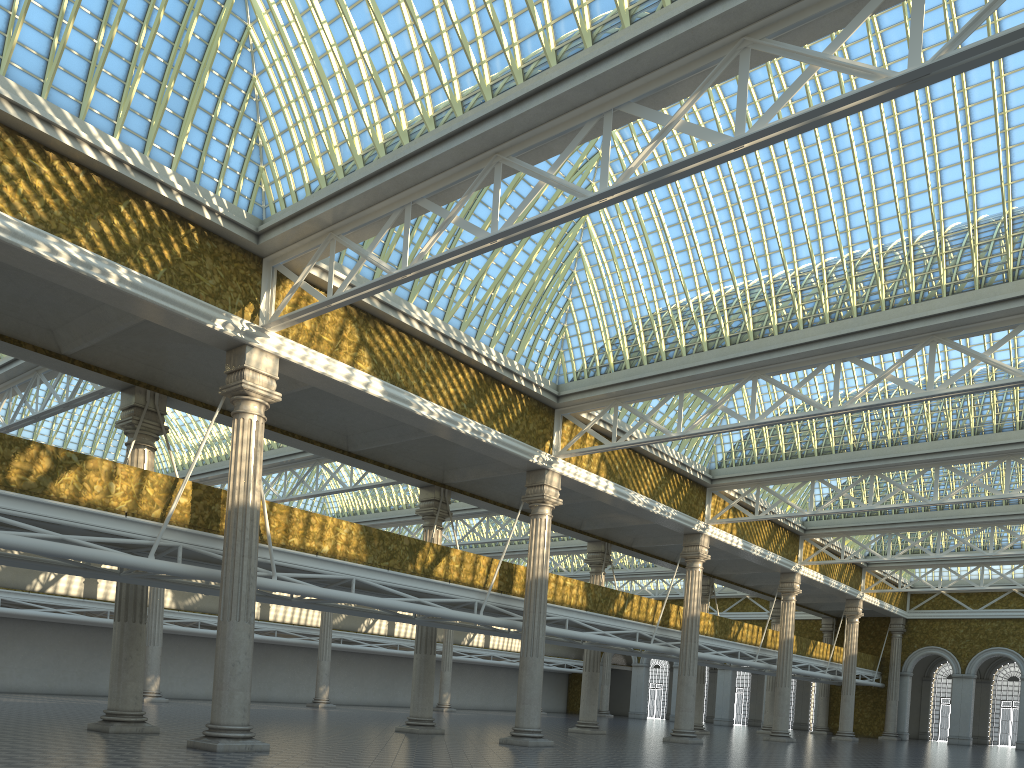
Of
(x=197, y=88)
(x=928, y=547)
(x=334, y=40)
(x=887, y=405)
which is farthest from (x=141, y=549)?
(x=928, y=547)

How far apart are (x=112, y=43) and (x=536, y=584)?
18.23m
